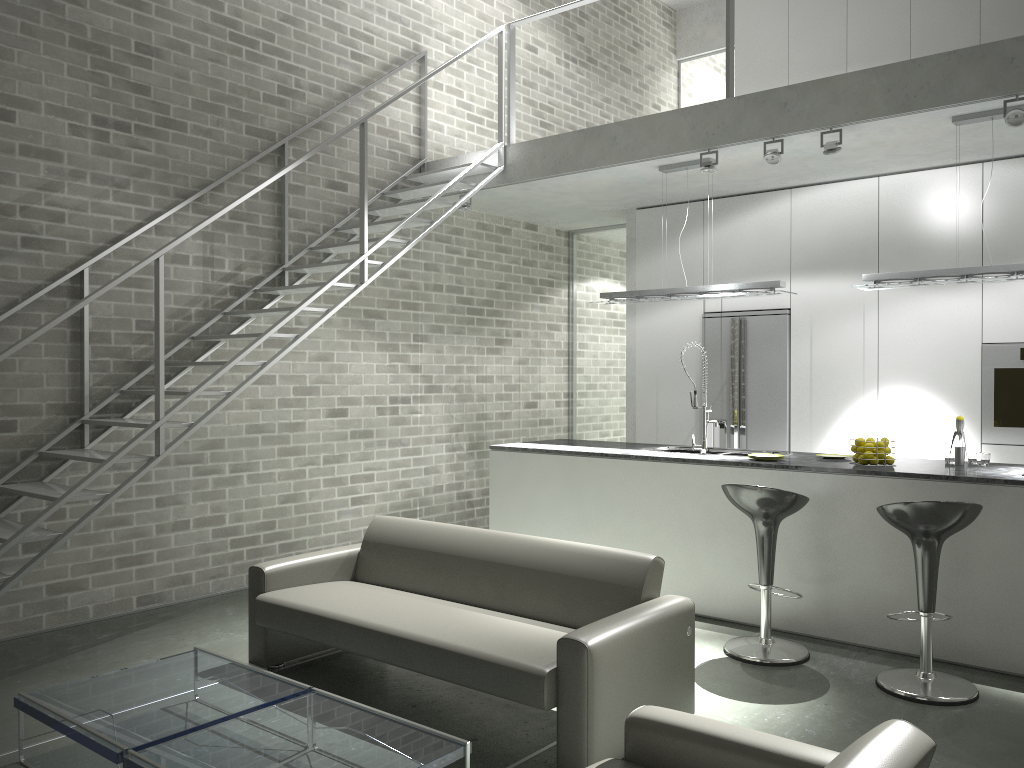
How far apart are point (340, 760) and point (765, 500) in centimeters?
260cm

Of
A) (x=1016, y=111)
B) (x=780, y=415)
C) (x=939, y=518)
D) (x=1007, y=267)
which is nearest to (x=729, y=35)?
(x=1016, y=111)

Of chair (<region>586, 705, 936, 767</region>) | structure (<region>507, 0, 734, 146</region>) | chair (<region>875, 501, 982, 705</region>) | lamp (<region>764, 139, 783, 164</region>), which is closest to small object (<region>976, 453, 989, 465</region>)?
chair (<region>875, 501, 982, 705</region>)

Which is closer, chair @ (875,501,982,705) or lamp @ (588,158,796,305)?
chair @ (875,501,982,705)

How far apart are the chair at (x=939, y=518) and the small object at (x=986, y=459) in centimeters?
116cm

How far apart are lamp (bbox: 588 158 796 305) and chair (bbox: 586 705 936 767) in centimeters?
378cm

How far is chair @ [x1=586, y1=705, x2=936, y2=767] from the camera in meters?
1.9 m

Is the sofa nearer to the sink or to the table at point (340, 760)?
the table at point (340, 760)

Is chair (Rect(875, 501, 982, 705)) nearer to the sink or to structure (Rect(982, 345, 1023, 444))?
the sink

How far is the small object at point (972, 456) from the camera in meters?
5.2
